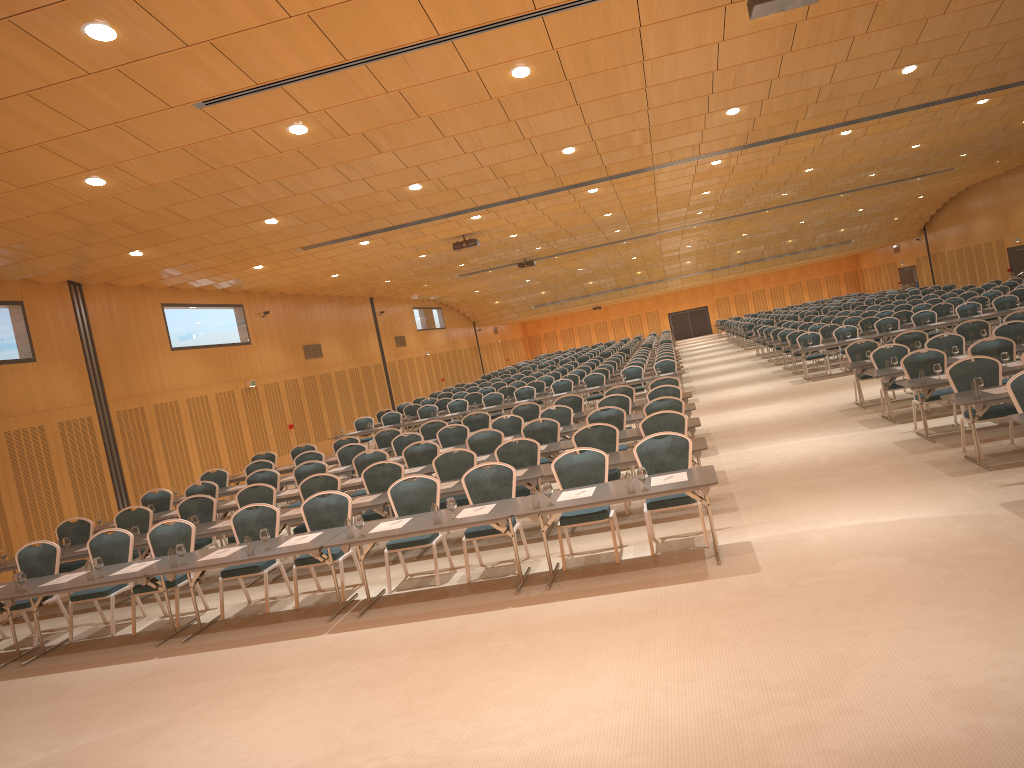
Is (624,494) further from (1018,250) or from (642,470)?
(1018,250)

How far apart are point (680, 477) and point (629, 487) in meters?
0.6

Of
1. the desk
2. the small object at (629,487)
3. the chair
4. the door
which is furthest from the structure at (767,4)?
the door

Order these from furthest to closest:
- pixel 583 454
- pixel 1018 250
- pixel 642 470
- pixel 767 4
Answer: pixel 1018 250, pixel 583 454, pixel 642 470, pixel 767 4

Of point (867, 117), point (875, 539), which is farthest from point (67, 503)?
point (867, 117)

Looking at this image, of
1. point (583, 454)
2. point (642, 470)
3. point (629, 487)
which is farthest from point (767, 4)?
point (583, 454)

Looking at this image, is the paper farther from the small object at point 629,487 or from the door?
the door

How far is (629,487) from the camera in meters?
8.1 m

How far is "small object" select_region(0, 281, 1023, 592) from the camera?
8.0 meters

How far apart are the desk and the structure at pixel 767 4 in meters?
4.1
